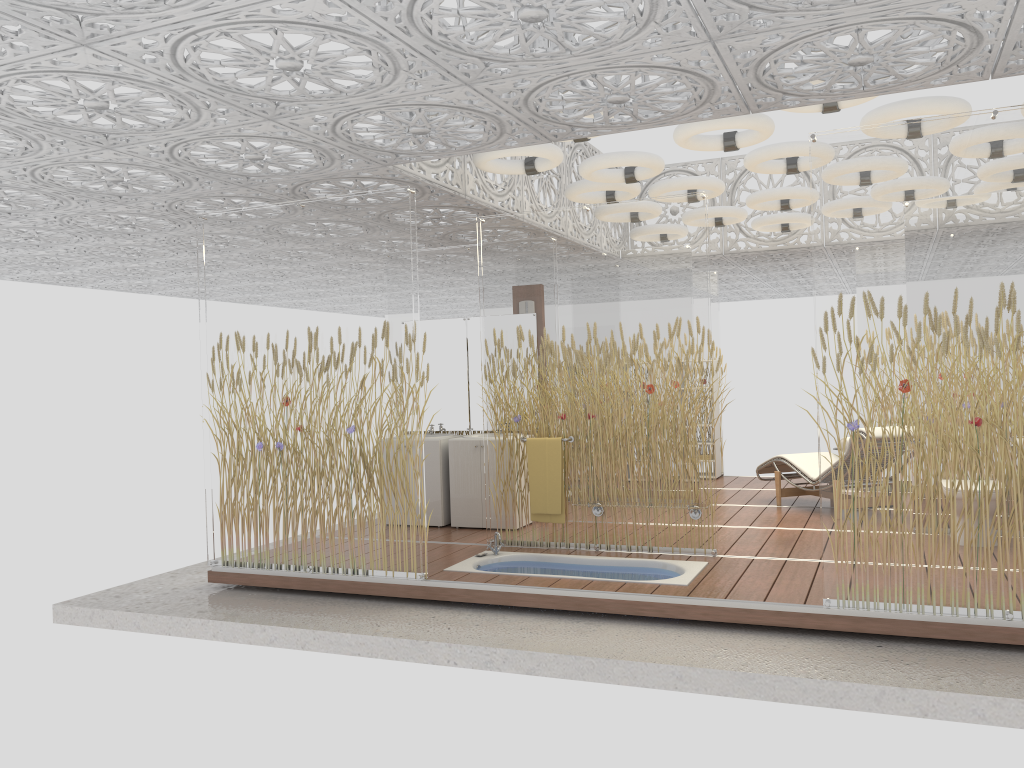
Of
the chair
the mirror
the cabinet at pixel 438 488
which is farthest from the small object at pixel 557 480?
the chair

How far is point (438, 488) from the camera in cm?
796

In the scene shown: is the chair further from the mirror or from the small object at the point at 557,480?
the mirror

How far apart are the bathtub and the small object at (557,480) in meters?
0.3 m

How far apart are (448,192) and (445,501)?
2.8m

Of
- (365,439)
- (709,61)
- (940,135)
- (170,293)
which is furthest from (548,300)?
(170,293)

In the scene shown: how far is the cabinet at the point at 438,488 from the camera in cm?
796

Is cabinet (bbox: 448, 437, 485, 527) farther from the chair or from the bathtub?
the chair

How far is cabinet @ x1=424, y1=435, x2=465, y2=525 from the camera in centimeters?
796cm

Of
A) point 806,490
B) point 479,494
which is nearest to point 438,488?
point 479,494
